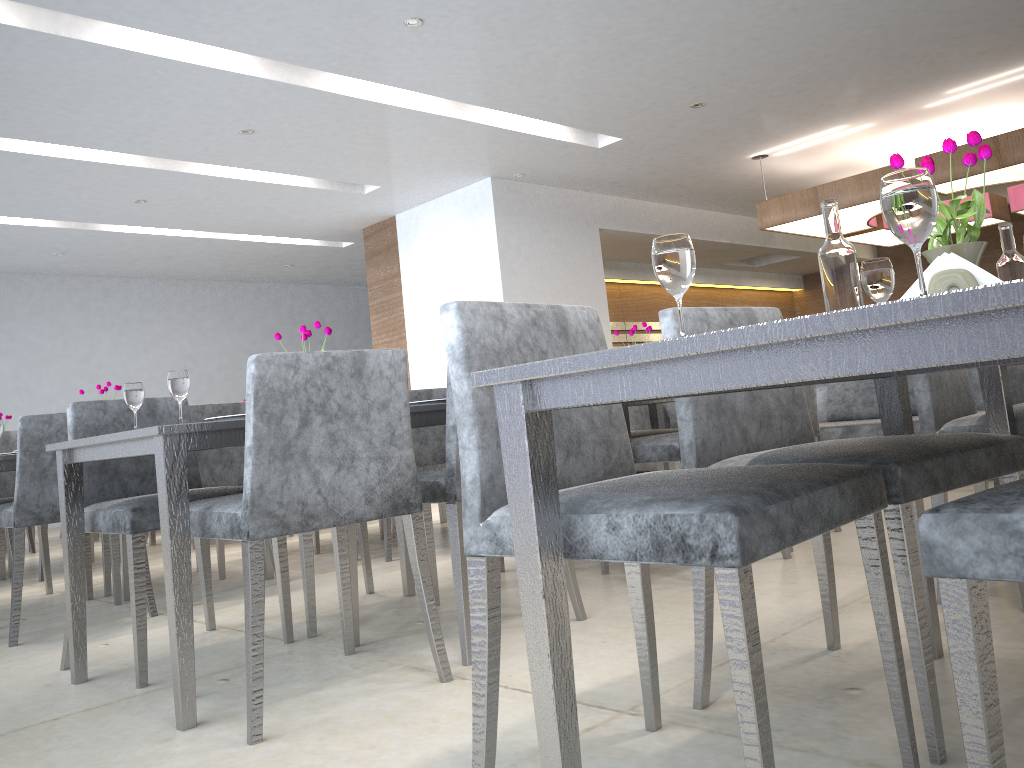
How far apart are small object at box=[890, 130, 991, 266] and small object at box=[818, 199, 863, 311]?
0.10m

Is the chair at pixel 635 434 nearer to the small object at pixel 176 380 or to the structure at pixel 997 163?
the small object at pixel 176 380

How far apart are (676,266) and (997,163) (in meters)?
5.79

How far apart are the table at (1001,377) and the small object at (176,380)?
1.9 meters

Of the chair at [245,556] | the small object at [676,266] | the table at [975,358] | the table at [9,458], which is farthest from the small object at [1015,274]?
the table at [9,458]

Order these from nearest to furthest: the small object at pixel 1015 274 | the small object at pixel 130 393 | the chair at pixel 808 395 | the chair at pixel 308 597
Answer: the small object at pixel 1015 274, the small object at pixel 130 393, the chair at pixel 308 597, the chair at pixel 808 395

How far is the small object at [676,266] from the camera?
1.07m

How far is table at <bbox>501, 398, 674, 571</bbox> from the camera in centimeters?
420cm

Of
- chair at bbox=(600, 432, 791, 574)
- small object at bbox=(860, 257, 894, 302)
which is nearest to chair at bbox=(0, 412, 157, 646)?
chair at bbox=(600, 432, 791, 574)

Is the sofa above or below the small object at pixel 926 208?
below
